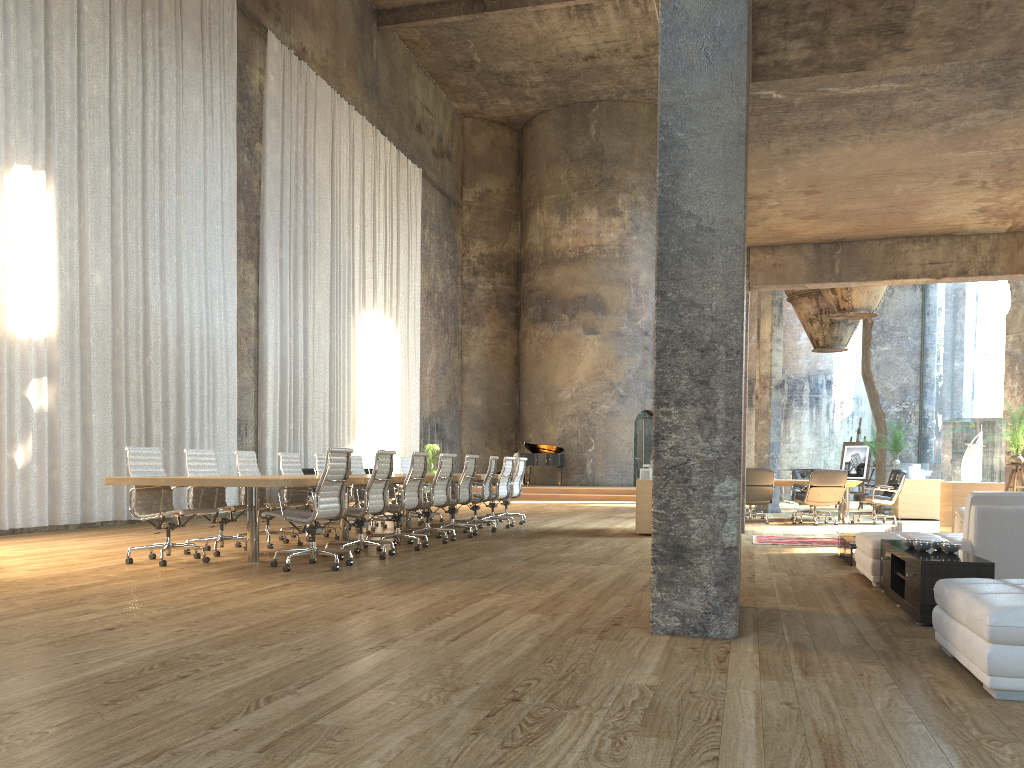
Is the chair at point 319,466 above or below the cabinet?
above

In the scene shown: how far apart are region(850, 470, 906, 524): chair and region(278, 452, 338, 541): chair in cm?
888

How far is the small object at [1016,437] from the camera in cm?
1159

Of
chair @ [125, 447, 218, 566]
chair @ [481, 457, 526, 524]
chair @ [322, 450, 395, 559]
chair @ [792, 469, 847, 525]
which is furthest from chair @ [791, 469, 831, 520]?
chair @ [125, 447, 218, 566]

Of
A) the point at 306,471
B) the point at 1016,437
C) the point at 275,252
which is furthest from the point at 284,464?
the point at 1016,437

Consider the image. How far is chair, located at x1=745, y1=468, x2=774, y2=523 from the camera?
13.78m

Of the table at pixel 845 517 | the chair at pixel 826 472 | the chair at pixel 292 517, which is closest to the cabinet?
the chair at pixel 292 517

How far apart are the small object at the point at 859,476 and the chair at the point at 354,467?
12.79m

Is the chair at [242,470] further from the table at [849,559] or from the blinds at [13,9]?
the table at [849,559]

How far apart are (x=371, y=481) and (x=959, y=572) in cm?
498
